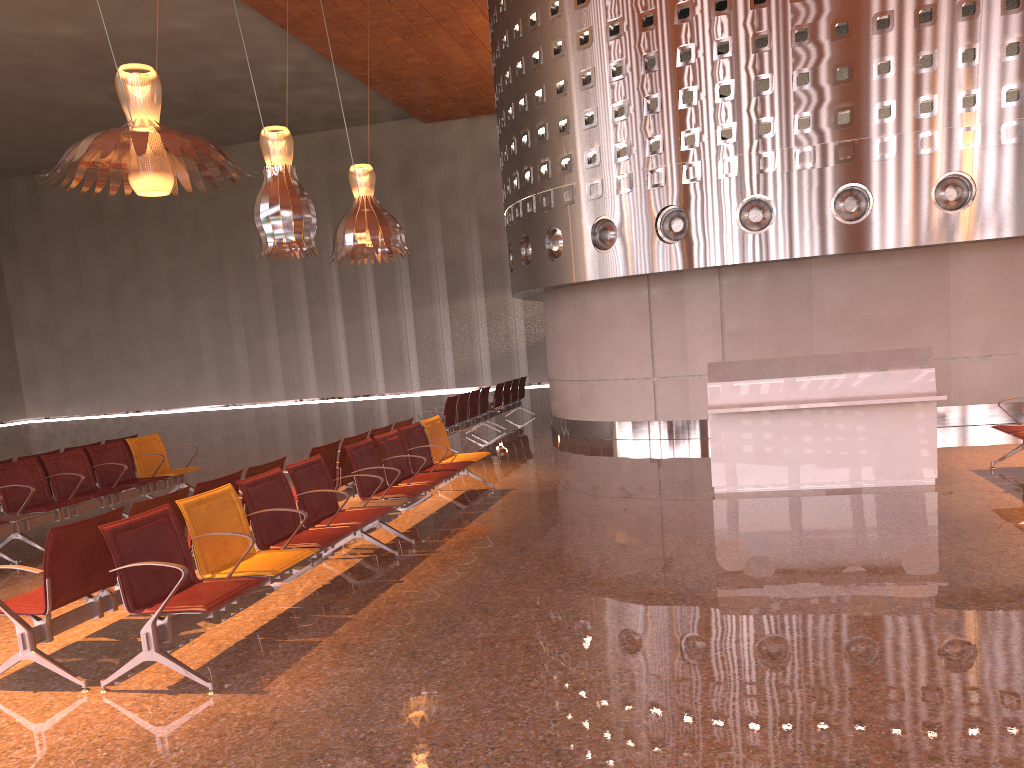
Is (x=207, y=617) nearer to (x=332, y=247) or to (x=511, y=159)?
(x=511, y=159)

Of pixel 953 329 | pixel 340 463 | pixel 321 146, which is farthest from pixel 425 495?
pixel 321 146
